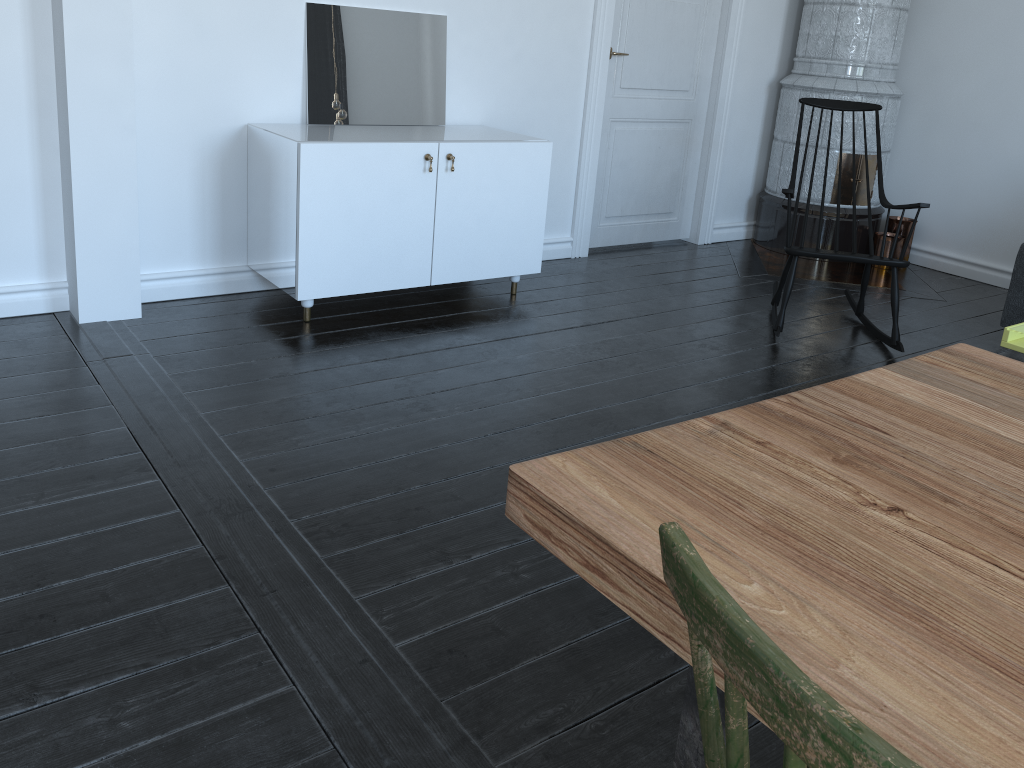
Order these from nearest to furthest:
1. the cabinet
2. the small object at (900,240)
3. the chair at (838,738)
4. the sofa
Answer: the chair at (838,738) < the cabinet < the sofa < the small object at (900,240)

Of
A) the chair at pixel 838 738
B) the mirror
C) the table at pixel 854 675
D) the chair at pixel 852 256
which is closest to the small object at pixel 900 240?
the chair at pixel 852 256

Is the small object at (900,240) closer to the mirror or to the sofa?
the sofa

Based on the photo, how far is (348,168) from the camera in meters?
3.3 m

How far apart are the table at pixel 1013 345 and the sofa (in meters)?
1.20

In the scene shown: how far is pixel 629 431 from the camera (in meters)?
2.84

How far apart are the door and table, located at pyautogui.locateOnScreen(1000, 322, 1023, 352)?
2.4m

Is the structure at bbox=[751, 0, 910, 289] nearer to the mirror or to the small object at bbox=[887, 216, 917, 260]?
the small object at bbox=[887, 216, 917, 260]

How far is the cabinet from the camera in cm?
333

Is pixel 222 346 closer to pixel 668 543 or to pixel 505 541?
pixel 505 541
